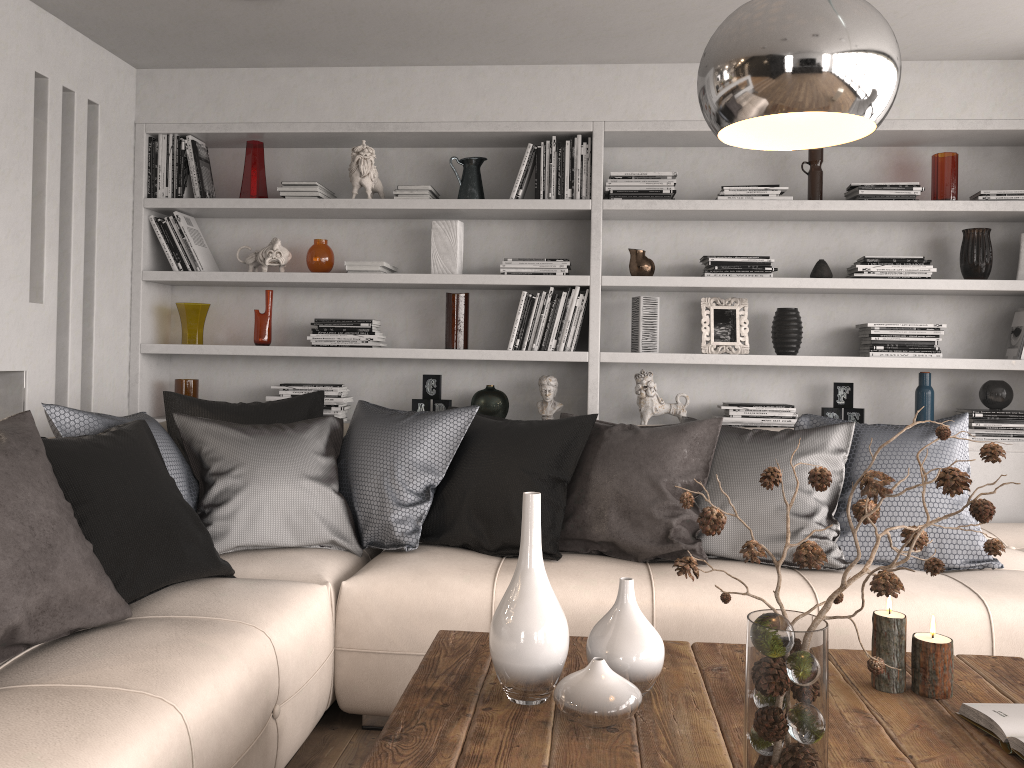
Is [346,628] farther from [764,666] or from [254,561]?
[764,666]

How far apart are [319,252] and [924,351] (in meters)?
2.75

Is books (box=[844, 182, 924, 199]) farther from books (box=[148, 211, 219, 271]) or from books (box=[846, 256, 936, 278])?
books (box=[148, 211, 219, 271])

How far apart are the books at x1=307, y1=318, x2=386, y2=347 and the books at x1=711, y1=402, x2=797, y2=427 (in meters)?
1.58

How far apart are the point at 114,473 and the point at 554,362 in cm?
235

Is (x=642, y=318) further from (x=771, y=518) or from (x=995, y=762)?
(x=995, y=762)

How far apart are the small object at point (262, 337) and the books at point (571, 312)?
1.1m

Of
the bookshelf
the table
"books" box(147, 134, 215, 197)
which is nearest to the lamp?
Result: the table

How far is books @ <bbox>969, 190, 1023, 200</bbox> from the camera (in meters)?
3.80

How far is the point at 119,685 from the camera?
1.7 meters
